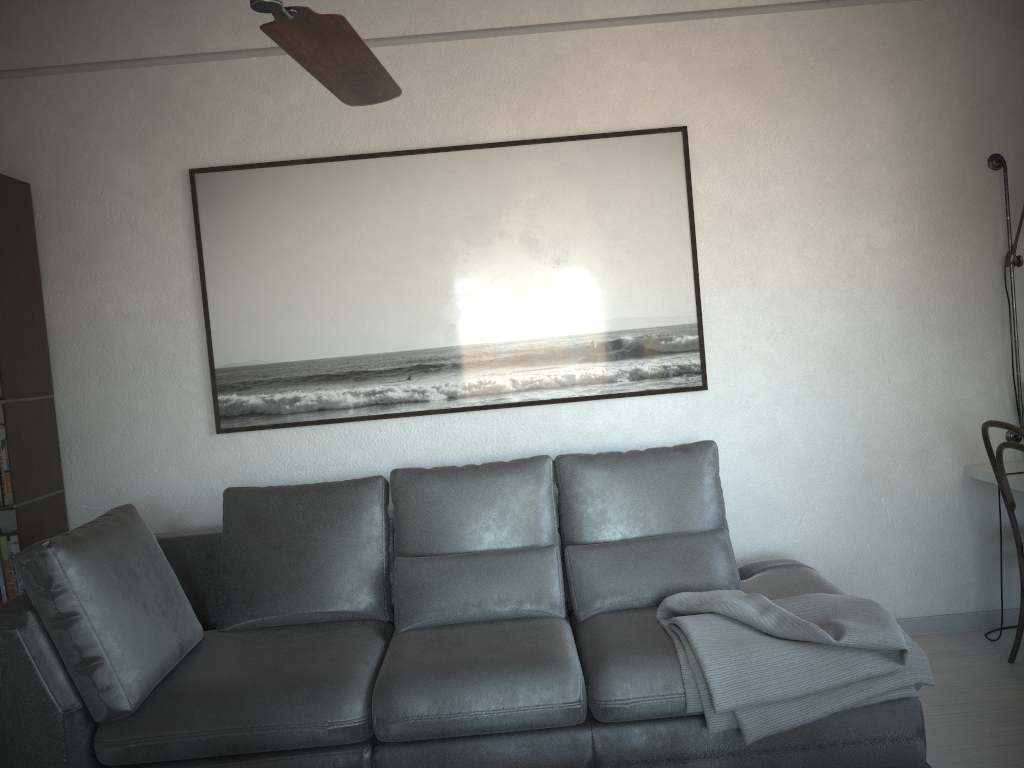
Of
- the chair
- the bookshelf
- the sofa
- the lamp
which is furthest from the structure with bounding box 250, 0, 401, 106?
the lamp

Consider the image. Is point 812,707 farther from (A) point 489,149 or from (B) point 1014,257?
(A) point 489,149

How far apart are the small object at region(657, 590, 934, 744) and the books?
2.3m

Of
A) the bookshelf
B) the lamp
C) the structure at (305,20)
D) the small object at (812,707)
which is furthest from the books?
the lamp

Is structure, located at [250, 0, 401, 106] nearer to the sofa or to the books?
the sofa

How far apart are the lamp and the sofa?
1.1m

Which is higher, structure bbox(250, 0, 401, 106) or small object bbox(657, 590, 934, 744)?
structure bbox(250, 0, 401, 106)

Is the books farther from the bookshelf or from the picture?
the picture

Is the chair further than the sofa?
Yes

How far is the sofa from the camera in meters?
2.4 m
